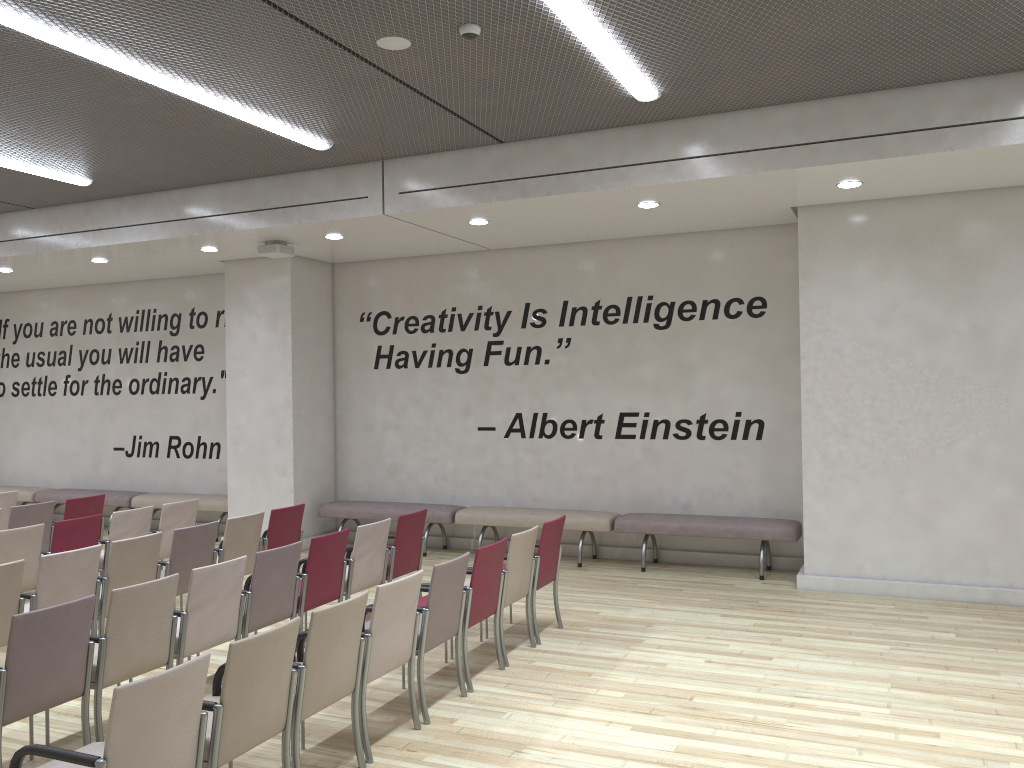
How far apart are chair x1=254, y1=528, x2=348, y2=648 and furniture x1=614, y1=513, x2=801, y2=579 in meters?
3.6 m

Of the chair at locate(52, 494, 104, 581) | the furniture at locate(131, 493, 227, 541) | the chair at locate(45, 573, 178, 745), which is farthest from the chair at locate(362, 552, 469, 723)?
the furniture at locate(131, 493, 227, 541)

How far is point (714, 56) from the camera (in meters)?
5.73

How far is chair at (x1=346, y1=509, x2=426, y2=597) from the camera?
7.0 meters

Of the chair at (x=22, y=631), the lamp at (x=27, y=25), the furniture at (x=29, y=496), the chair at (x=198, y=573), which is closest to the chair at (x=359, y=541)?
the chair at (x=198, y=573)

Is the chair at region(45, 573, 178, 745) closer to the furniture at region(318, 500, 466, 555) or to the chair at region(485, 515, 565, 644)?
the chair at region(485, 515, 565, 644)

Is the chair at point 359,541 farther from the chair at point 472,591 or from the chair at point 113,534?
the chair at point 113,534

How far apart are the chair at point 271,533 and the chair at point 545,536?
2.40m

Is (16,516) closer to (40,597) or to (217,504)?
(40,597)

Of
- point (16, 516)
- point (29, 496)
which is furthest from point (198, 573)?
point (29, 496)
